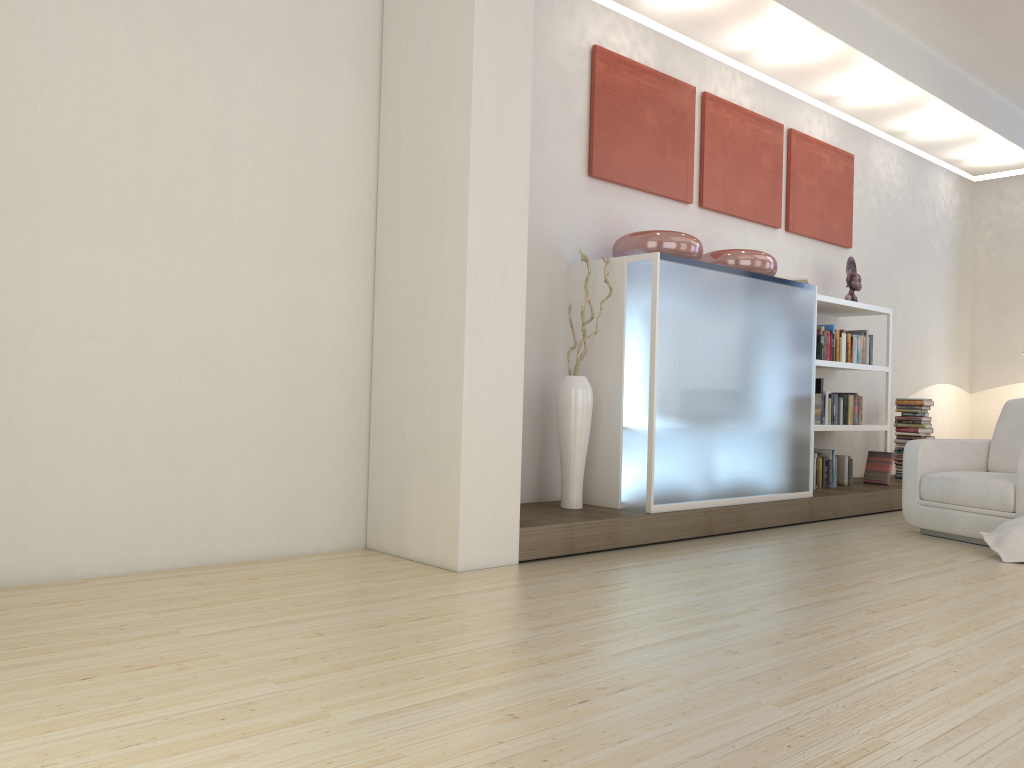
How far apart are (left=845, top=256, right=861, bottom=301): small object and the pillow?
2.7 meters

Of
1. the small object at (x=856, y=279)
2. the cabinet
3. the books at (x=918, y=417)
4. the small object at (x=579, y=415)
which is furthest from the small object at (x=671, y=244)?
the books at (x=918, y=417)

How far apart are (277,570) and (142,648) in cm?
118

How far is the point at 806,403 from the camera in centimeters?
577cm

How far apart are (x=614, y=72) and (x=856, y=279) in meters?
2.8 m

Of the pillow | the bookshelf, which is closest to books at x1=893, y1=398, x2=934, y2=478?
the bookshelf

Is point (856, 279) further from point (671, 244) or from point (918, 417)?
point (671, 244)

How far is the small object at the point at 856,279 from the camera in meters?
7.0 m

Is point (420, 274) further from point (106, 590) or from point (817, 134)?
point (817, 134)

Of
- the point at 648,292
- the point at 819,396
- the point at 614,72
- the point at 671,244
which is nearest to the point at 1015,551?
the point at 819,396
